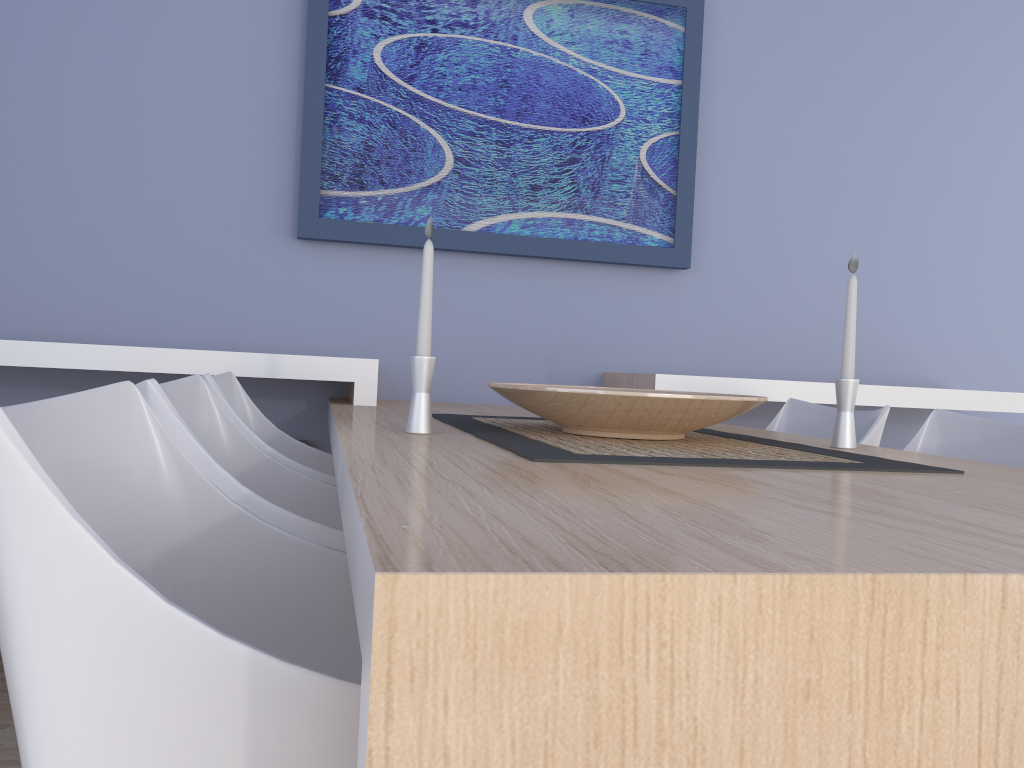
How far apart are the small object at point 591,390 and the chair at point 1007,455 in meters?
0.5

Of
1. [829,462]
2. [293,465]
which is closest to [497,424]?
[293,465]

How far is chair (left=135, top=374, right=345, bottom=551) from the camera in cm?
112

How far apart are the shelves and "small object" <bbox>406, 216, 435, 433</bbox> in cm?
91

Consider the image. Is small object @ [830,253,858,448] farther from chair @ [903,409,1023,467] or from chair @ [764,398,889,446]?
chair @ [764,398,889,446]

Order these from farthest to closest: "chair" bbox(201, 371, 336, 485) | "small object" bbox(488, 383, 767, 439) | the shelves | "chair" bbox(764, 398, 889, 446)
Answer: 1. the shelves
2. "chair" bbox(764, 398, 889, 446)
3. "chair" bbox(201, 371, 336, 485)
4. "small object" bbox(488, 383, 767, 439)

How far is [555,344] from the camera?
2.9m

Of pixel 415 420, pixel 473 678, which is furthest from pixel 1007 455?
pixel 473 678

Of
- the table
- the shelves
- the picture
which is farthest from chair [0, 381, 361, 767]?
the picture

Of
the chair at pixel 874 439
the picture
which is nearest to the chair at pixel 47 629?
the chair at pixel 874 439
